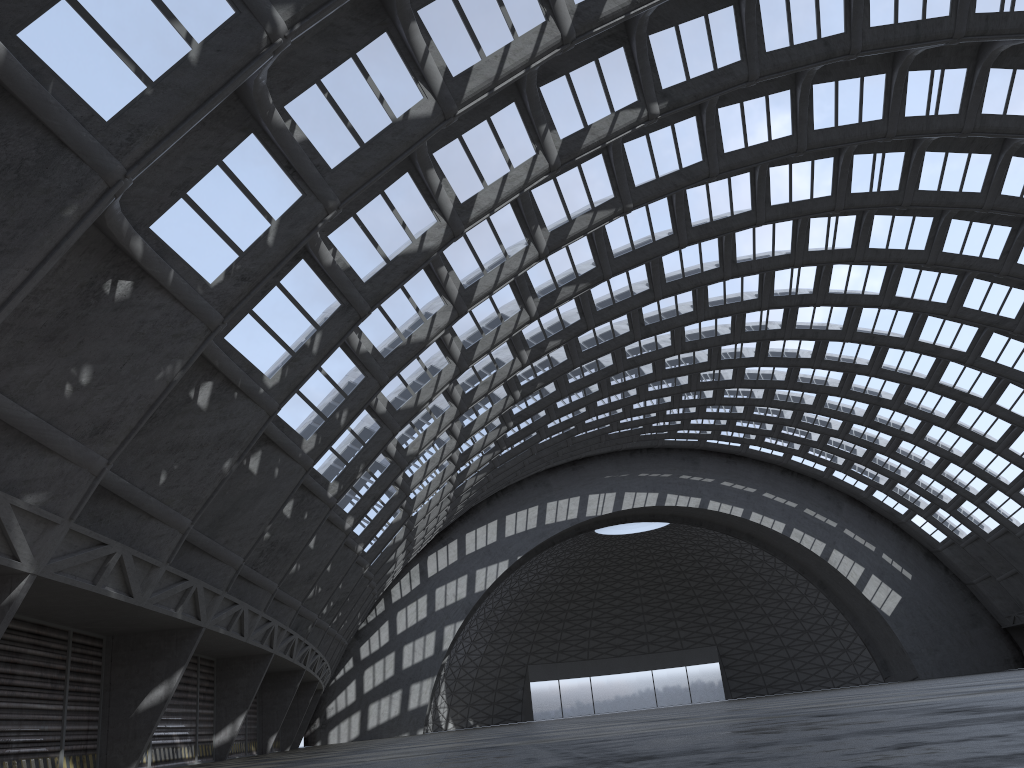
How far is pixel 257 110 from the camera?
14.25m
